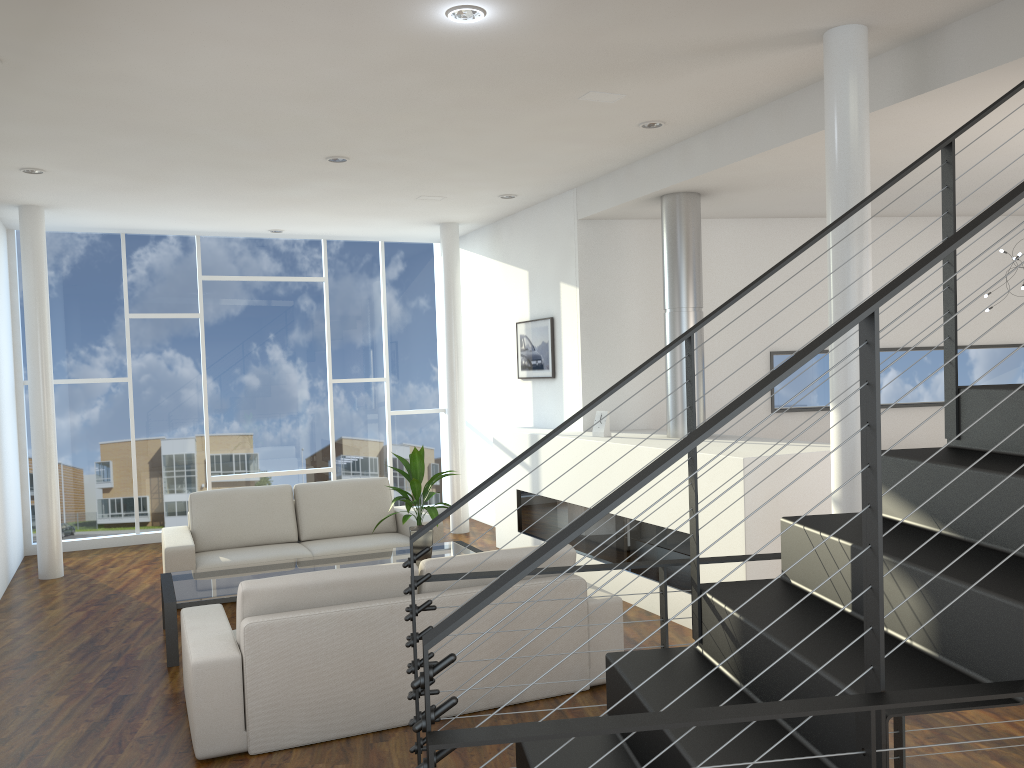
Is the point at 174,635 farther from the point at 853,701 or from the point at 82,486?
the point at 82,486

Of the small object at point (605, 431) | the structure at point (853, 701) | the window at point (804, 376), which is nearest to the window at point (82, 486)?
the small object at point (605, 431)

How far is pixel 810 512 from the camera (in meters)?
3.93

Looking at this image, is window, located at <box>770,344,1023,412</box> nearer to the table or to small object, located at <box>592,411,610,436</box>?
small object, located at <box>592,411,610,436</box>

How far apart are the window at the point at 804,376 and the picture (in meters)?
1.47

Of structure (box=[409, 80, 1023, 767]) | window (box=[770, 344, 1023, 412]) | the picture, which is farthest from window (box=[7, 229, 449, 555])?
structure (box=[409, 80, 1023, 767])

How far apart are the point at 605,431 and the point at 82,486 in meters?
4.2

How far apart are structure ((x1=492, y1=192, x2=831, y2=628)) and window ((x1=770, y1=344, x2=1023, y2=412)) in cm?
101

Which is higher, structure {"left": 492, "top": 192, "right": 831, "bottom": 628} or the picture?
the picture

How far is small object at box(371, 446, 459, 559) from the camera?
4.48m
